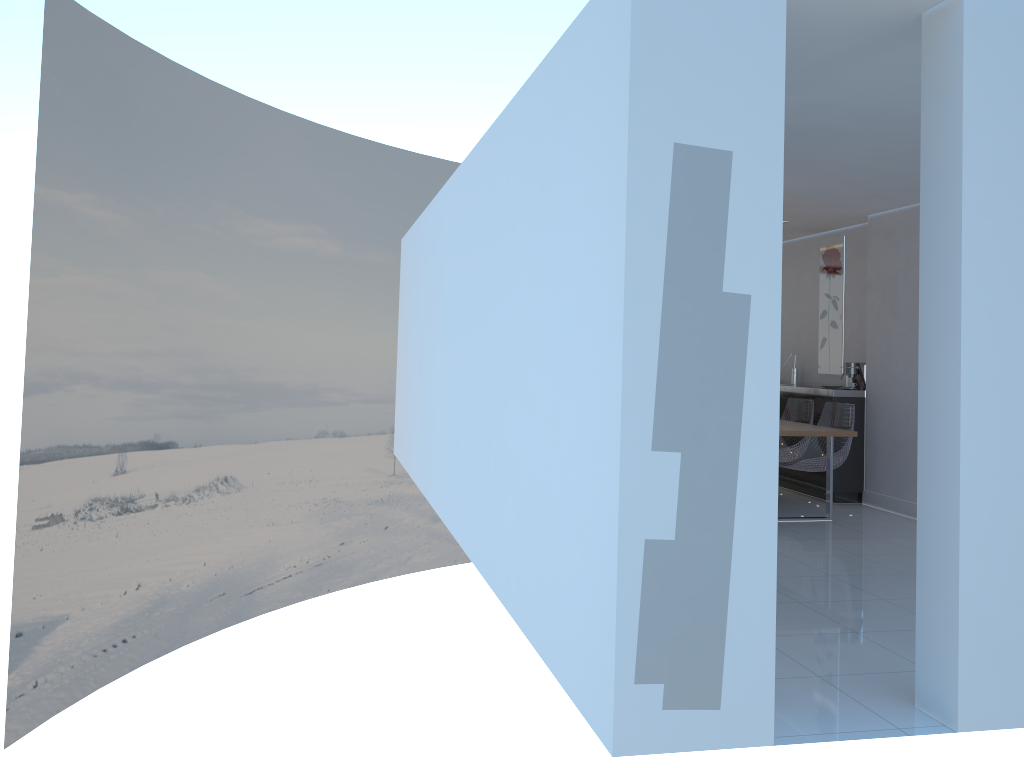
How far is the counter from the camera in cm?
762

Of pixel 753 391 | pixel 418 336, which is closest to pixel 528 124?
pixel 753 391

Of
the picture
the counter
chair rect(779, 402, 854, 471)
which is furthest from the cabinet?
the picture

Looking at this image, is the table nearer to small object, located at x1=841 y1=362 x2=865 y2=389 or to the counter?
the counter

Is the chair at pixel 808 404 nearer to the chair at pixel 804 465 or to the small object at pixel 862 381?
the chair at pixel 804 465

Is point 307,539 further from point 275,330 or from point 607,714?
point 607,714

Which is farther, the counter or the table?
the counter

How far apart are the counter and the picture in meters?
0.5 m

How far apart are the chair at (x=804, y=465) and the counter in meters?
0.2

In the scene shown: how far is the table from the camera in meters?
6.4 m
